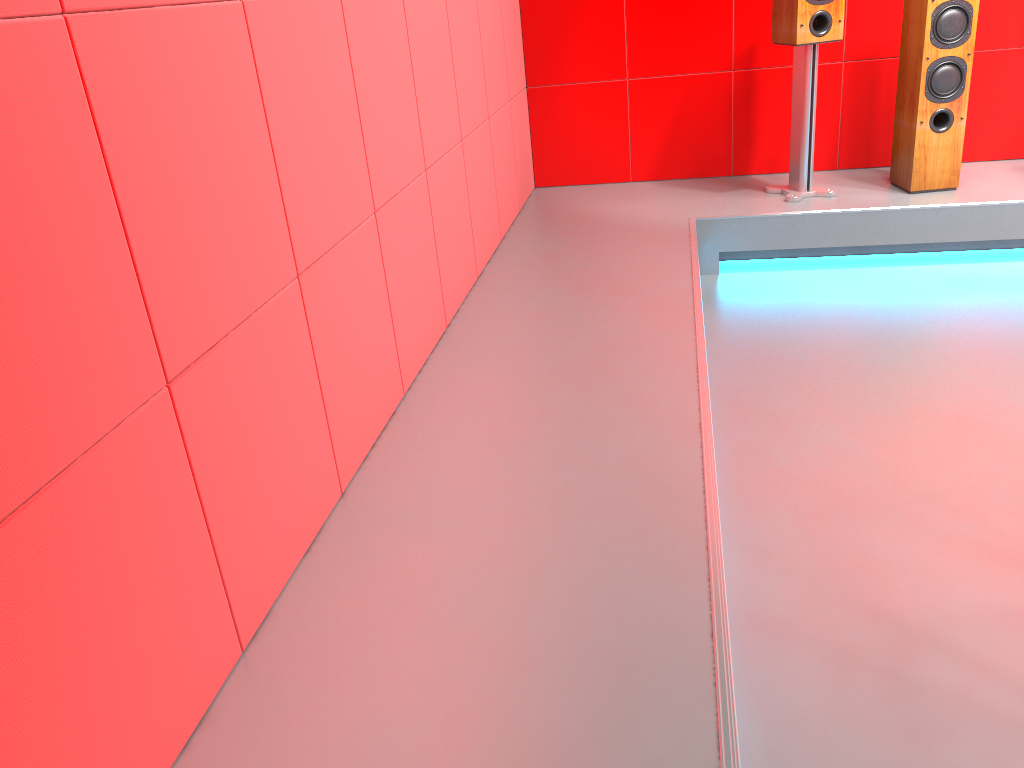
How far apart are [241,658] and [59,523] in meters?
0.5 m

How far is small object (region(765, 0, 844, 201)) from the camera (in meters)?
3.57

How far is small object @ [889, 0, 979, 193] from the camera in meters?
3.5

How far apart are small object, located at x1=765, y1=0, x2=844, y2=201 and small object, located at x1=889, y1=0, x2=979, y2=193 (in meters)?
0.30

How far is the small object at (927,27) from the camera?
3.5m

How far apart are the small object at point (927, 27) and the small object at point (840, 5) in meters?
0.3

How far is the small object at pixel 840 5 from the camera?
3.6 meters
